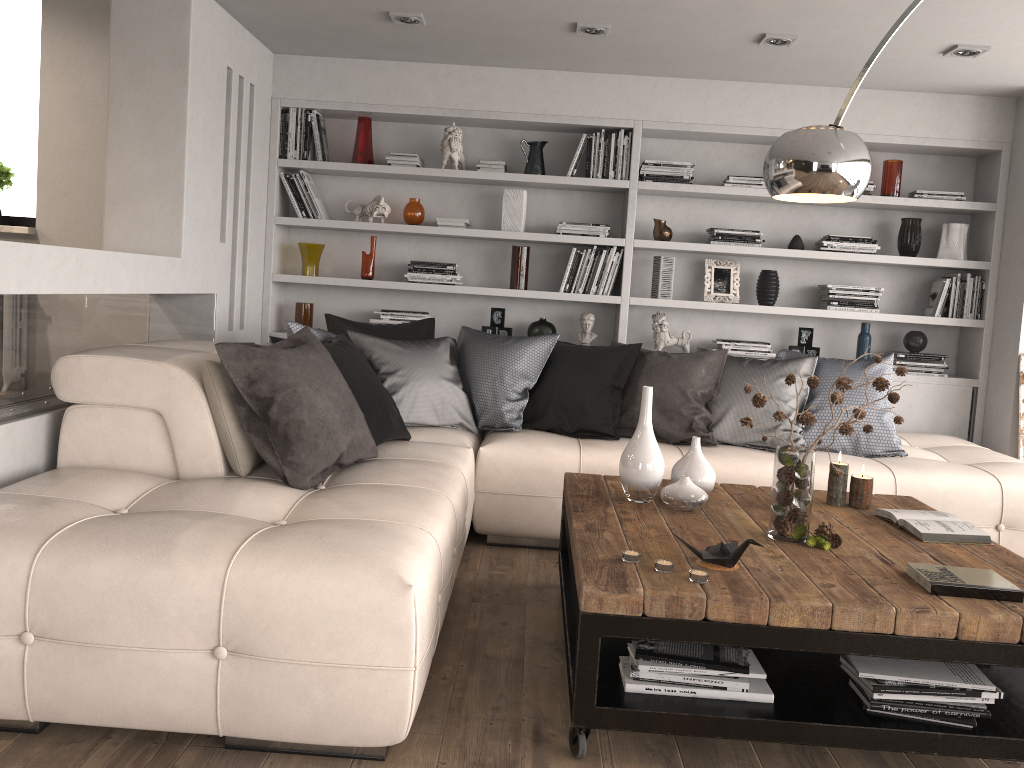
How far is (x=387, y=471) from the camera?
3.13m

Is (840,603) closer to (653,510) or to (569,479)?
(653,510)

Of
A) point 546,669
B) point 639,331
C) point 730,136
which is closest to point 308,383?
point 546,669

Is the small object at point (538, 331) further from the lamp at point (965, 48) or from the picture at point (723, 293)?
the lamp at point (965, 48)

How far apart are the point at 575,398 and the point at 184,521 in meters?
2.2 m

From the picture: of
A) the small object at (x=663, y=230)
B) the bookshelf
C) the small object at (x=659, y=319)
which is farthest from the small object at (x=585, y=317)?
the small object at (x=663, y=230)

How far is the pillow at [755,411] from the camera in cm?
417

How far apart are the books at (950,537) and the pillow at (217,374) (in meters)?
2.14

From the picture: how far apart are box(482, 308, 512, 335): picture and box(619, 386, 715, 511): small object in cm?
243

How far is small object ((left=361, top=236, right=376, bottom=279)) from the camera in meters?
5.3
